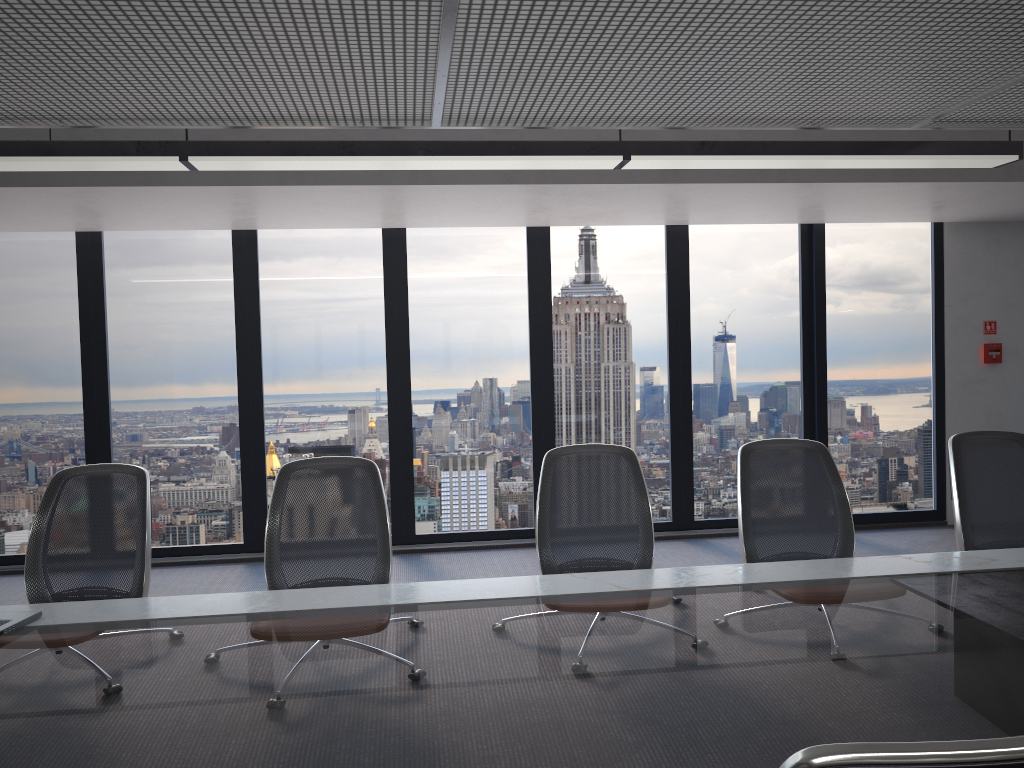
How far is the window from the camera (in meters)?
6.77

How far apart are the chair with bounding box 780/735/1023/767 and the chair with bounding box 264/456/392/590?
2.61m

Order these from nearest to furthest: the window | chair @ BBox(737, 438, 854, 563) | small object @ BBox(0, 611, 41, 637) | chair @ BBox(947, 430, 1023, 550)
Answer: small object @ BBox(0, 611, 41, 637) → chair @ BBox(737, 438, 854, 563) → chair @ BBox(947, 430, 1023, 550) → the window

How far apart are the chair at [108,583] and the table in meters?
0.3

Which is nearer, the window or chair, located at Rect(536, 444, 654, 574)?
chair, located at Rect(536, 444, 654, 574)

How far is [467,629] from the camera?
2.64m

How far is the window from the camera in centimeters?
677cm

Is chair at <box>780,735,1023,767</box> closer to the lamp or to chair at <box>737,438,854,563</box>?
chair at <box>737,438,854,563</box>

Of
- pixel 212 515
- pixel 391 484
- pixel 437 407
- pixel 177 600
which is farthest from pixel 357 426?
pixel 177 600

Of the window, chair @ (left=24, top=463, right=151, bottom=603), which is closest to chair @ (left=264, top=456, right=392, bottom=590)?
chair @ (left=24, top=463, right=151, bottom=603)
